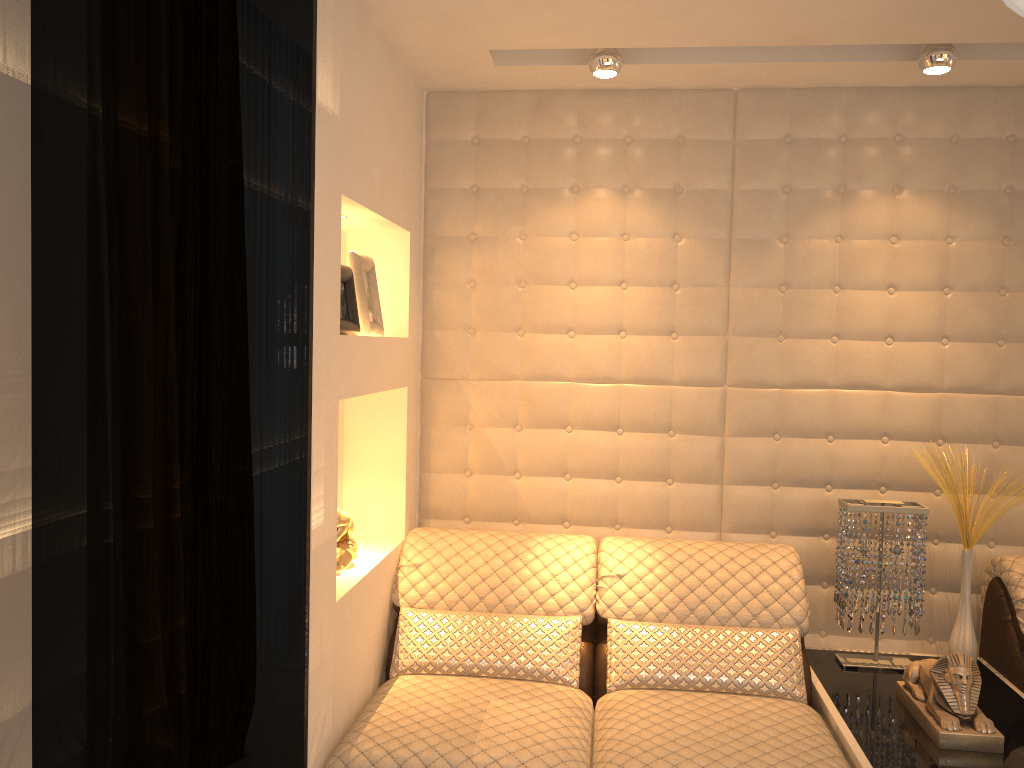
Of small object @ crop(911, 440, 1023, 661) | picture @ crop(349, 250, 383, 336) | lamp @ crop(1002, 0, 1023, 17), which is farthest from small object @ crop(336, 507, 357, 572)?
lamp @ crop(1002, 0, 1023, 17)

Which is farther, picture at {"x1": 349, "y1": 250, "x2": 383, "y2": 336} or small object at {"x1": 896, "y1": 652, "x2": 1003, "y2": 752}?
picture at {"x1": 349, "y1": 250, "x2": 383, "y2": 336}

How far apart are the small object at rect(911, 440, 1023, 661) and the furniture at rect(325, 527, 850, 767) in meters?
0.5

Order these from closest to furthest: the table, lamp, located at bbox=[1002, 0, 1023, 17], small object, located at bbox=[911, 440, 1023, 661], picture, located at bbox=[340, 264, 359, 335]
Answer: lamp, located at bbox=[1002, 0, 1023, 17]
the table
picture, located at bbox=[340, 264, 359, 335]
small object, located at bbox=[911, 440, 1023, 661]

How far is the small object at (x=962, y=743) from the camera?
2.2 meters

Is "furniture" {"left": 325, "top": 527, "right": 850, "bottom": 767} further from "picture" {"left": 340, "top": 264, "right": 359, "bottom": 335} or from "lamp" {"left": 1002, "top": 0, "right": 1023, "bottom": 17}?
"lamp" {"left": 1002, "top": 0, "right": 1023, "bottom": 17}

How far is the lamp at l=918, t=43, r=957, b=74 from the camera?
2.5 meters

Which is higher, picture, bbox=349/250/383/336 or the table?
picture, bbox=349/250/383/336

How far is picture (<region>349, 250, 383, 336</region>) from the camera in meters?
2.6 m

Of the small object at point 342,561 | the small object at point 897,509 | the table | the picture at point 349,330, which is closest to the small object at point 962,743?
the table
